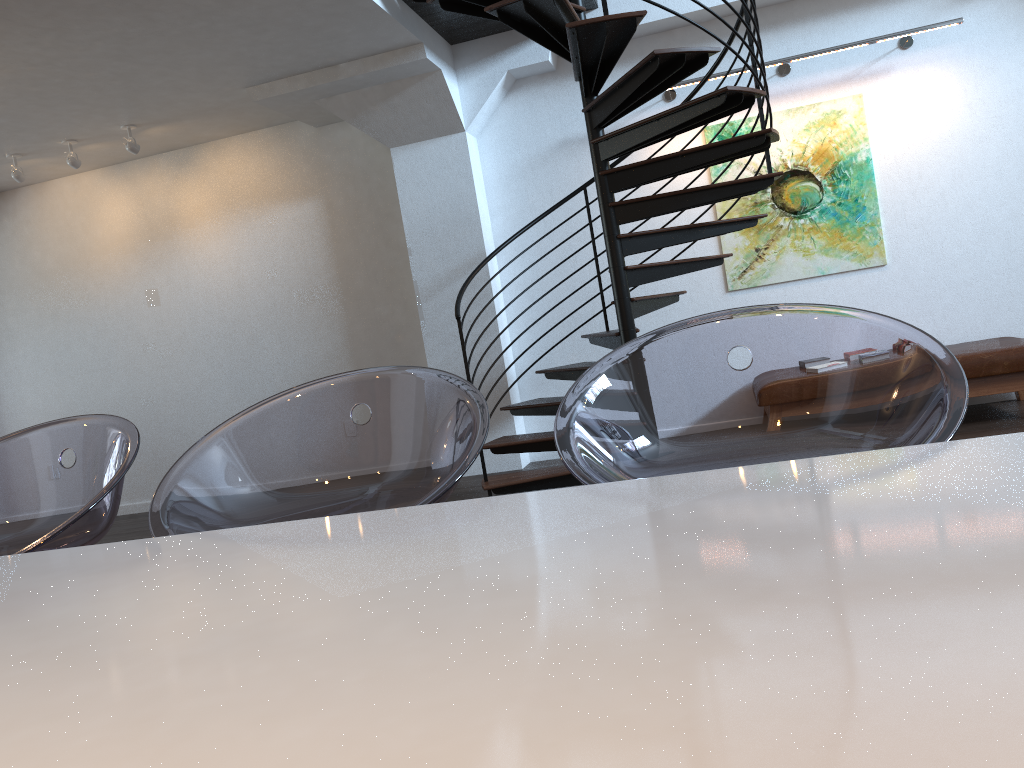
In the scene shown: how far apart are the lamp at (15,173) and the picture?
5.2m

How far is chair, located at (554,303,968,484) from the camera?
1.2 meters

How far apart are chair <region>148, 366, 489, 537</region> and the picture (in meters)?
5.29

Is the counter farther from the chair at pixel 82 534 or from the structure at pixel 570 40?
the structure at pixel 570 40

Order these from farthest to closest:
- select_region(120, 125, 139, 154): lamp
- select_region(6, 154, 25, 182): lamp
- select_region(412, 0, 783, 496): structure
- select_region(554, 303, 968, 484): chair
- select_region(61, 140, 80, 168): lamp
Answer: select_region(6, 154, 25, 182): lamp → select_region(61, 140, 80, 168): lamp → select_region(120, 125, 139, 154): lamp → select_region(412, 0, 783, 496): structure → select_region(554, 303, 968, 484): chair

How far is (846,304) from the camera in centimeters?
632cm

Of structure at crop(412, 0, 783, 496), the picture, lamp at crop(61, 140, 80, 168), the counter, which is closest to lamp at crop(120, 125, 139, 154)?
lamp at crop(61, 140, 80, 168)

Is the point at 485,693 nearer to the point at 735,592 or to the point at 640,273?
the point at 735,592

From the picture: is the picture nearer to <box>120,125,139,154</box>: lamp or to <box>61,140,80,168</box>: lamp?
<box>120,125,139,154</box>: lamp

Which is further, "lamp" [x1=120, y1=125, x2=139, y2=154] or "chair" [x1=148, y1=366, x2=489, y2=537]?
"lamp" [x1=120, y1=125, x2=139, y2=154]
